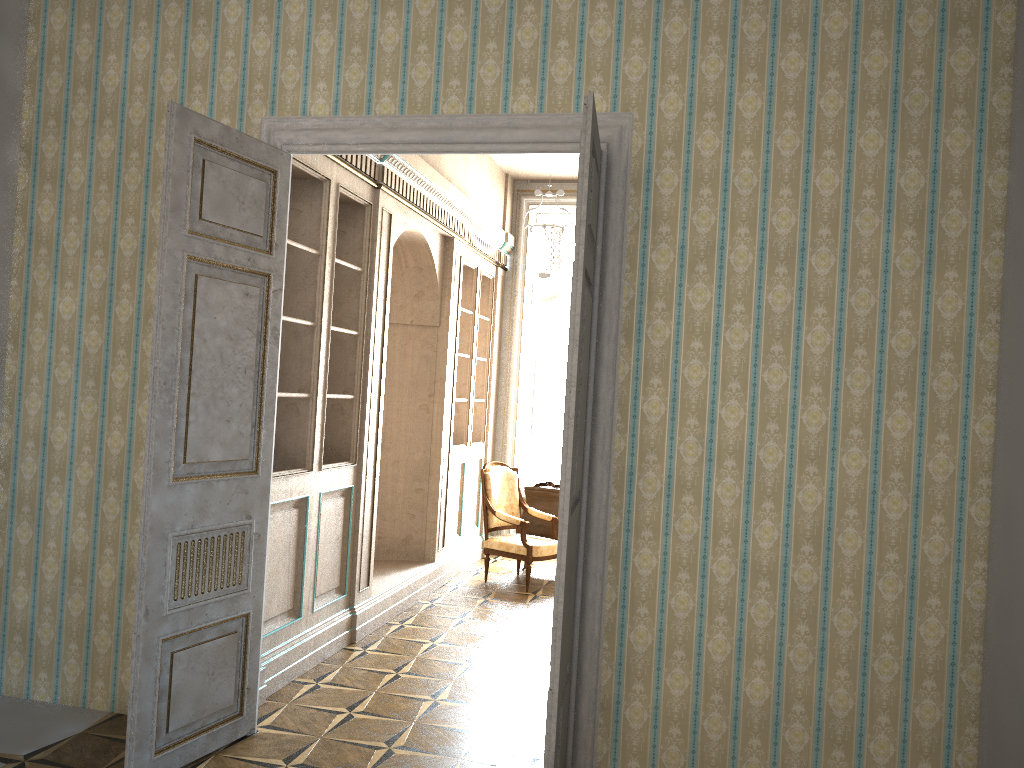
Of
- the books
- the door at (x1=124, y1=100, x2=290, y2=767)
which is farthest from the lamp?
the books

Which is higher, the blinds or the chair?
the blinds

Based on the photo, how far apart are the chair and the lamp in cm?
173

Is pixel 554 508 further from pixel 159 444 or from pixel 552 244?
pixel 159 444

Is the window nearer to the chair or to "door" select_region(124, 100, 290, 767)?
the chair

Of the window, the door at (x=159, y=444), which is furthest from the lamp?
the door at (x=159, y=444)

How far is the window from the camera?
9.6m

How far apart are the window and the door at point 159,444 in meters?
5.7 m

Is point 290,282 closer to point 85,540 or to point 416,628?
point 85,540

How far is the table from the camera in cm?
810
